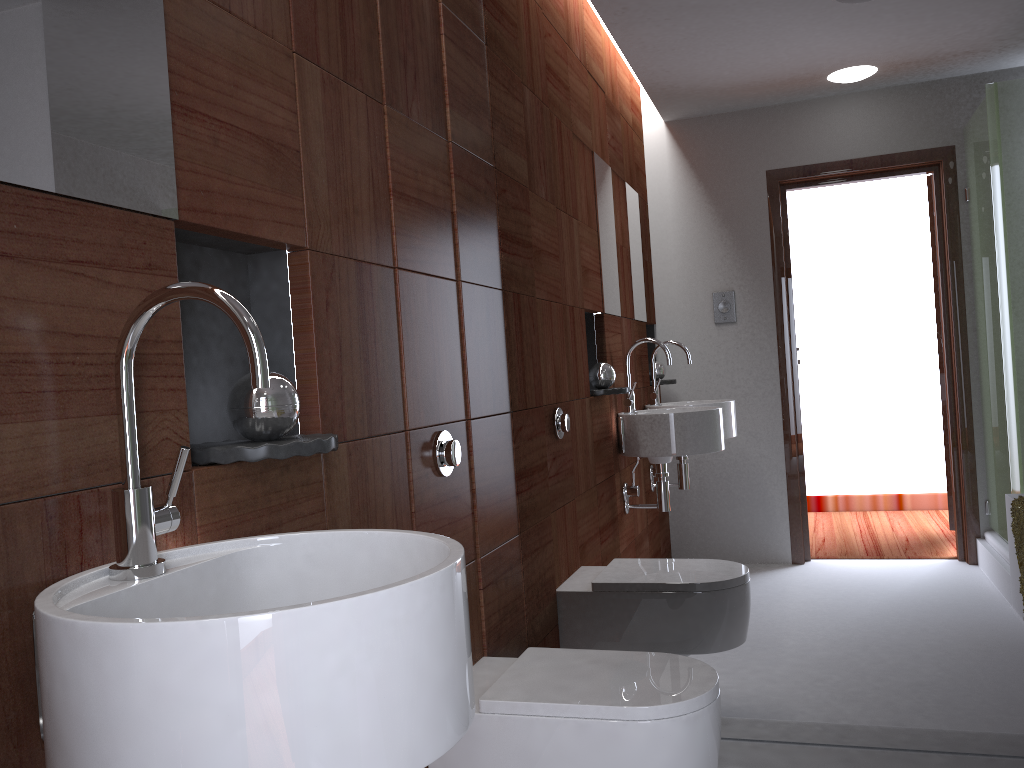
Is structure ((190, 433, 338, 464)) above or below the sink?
above

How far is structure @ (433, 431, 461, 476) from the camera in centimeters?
184cm

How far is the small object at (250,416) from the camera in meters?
1.2

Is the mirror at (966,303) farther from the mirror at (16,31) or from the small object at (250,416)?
the mirror at (16,31)

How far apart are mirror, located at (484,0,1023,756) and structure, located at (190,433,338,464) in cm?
105

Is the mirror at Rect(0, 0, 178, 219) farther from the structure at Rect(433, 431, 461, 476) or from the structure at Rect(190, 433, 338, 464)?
the structure at Rect(433, 431, 461, 476)

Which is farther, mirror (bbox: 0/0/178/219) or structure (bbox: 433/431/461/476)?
structure (bbox: 433/431/461/476)

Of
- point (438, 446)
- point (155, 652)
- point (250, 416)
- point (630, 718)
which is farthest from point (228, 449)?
point (630, 718)

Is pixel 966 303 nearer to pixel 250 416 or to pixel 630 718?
pixel 630 718

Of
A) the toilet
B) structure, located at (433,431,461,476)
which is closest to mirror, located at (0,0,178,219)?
structure, located at (433,431,461,476)
